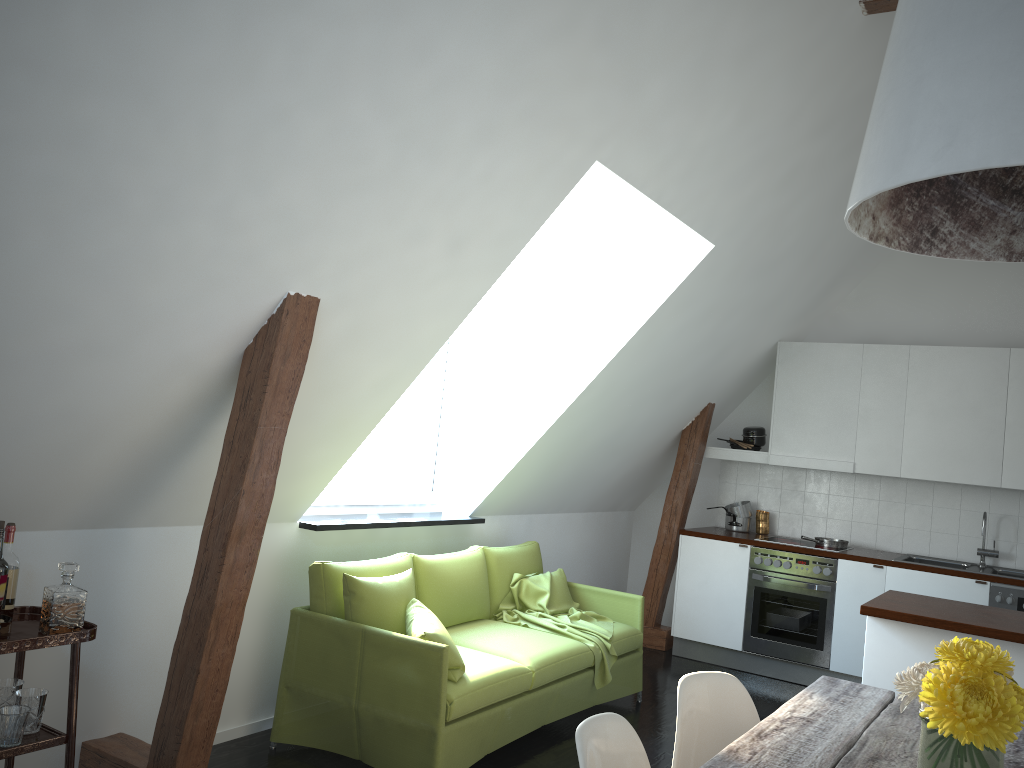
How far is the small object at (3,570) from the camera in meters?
2.7 m

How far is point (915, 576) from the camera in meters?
5.6 m

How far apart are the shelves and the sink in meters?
5.1

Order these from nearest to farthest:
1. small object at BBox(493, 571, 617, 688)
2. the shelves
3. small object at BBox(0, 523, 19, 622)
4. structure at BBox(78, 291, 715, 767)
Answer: the shelves → small object at BBox(0, 523, 19, 622) → structure at BBox(78, 291, 715, 767) → small object at BBox(493, 571, 617, 688)

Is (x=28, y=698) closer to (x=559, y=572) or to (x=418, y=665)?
(x=418, y=665)

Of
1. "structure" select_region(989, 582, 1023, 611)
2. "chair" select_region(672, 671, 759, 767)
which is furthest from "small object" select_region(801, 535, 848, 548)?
"chair" select_region(672, 671, 759, 767)

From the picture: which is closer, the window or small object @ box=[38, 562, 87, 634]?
small object @ box=[38, 562, 87, 634]

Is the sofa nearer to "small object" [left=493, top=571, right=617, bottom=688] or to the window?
"small object" [left=493, top=571, right=617, bottom=688]

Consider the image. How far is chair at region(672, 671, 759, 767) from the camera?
2.5 meters

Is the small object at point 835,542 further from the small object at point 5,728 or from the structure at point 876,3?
the small object at point 5,728
